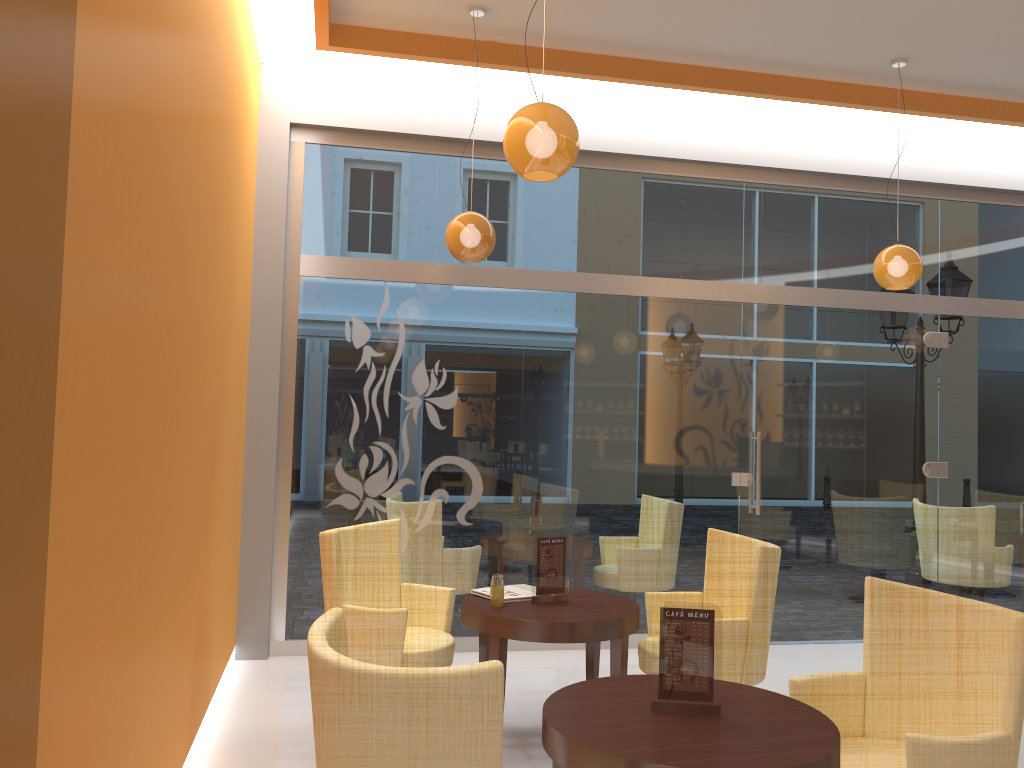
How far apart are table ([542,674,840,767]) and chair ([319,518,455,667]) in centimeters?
134cm

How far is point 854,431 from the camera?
6.7 meters

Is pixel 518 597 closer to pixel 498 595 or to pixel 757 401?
pixel 498 595

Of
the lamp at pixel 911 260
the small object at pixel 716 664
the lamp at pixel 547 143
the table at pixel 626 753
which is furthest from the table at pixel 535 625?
the lamp at pixel 911 260

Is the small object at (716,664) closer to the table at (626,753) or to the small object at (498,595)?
the table at (626,753)

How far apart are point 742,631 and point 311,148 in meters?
4.1

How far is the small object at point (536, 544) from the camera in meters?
4.3

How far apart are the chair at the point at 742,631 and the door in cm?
179

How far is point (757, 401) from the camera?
6.5 meters

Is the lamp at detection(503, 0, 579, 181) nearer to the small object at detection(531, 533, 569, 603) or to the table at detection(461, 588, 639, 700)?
the small object at detection(531, 533, 569, 603)
